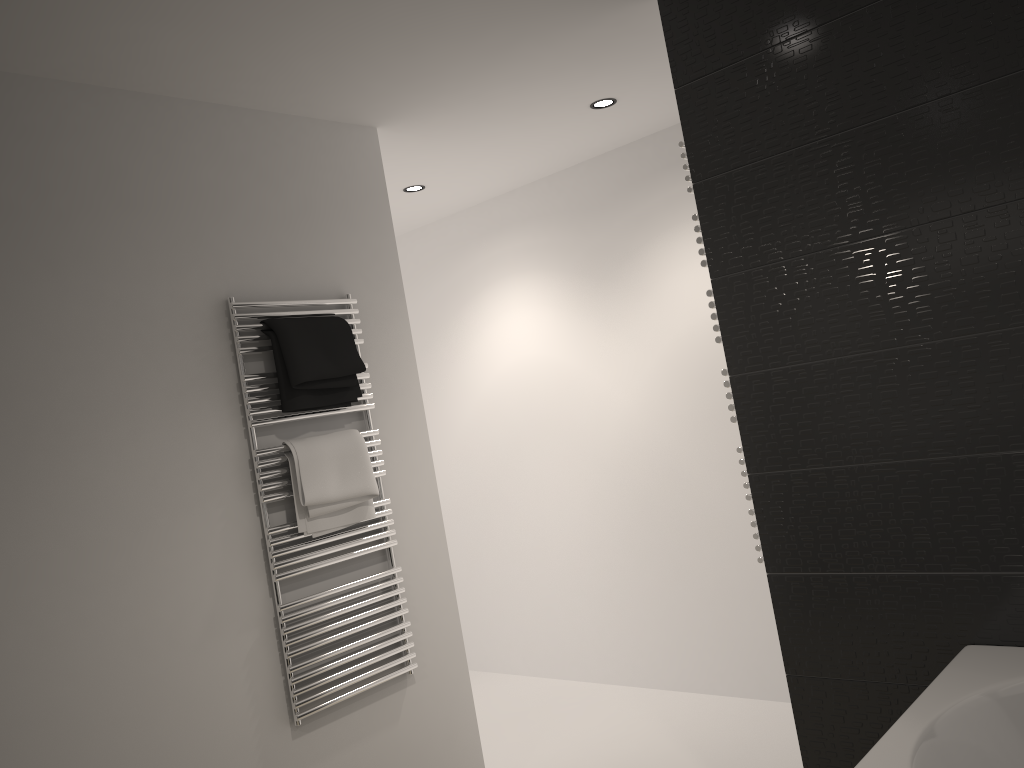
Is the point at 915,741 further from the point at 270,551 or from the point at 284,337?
the point at 284,337

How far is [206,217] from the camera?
2.69m

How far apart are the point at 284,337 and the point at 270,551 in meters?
0.6 m

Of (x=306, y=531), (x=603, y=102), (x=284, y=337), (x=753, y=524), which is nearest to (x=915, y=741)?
(x=753, y=524)

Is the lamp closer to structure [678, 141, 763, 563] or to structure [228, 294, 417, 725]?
structure [678, 141, 763, 563]

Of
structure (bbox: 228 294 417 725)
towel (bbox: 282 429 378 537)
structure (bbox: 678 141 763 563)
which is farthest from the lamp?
towel (bbox: 282 429 378 537)

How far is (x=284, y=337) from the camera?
2.7 meters

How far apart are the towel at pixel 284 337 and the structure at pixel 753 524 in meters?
1.1 m

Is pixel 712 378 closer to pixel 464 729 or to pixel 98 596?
pixel 464 729

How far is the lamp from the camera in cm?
341
